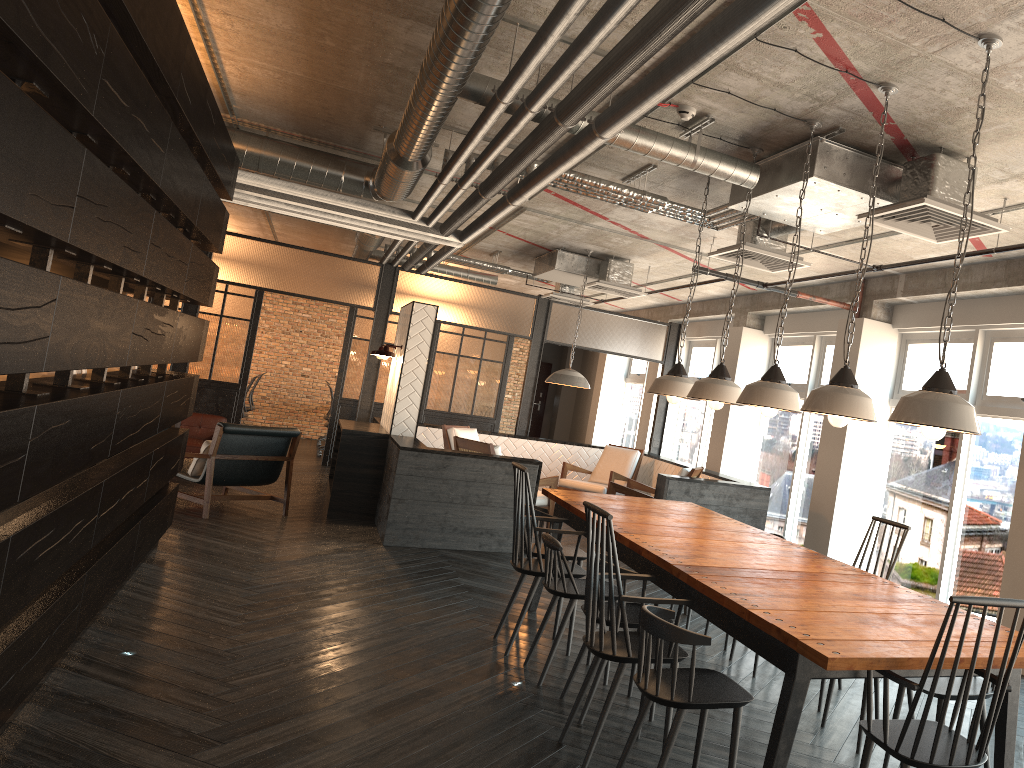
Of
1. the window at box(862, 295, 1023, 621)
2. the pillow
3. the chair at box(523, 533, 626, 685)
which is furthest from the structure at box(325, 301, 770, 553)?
the chair at box(523, 533, 626, 685)

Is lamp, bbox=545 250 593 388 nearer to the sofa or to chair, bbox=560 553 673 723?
the sofa

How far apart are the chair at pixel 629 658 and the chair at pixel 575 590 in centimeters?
63cm

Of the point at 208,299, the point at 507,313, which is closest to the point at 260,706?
the point at 208,299

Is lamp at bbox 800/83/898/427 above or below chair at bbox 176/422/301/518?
above

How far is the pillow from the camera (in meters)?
7.95

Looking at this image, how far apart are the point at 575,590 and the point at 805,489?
5.7 meters

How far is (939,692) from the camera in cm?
325

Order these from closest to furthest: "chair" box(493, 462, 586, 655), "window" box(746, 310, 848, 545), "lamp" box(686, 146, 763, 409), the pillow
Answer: "lamp" box(686, 146, 763, 409), "chair" box(493, 462, 586, 655), the pillow, "window" box(746, 310, 848, 545)

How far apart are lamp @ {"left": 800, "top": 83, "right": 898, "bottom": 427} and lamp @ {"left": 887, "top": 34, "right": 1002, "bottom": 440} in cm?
45
